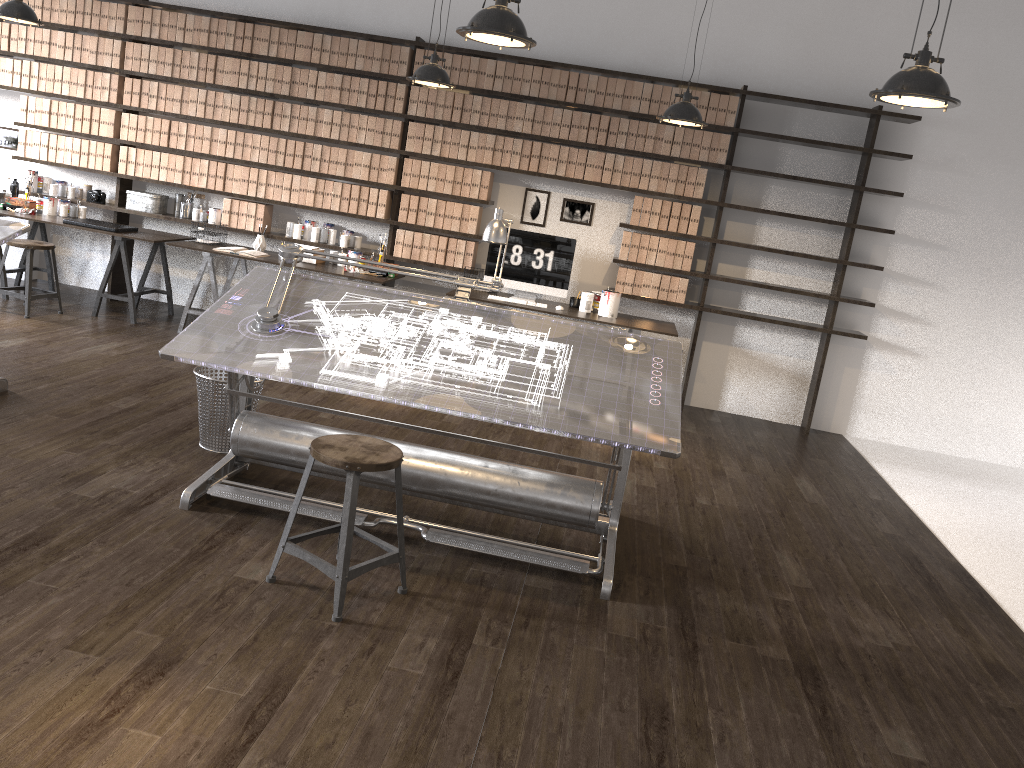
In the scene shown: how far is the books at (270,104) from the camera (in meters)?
6.86

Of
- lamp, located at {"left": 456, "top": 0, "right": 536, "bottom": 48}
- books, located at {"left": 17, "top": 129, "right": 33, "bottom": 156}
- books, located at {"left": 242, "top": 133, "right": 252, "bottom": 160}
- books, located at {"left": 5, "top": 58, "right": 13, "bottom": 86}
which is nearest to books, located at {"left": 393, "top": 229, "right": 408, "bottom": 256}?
books, located at {"left": 242, "top": 133, "right": 252, "bottom": 160}

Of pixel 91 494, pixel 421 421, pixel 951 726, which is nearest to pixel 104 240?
pixel 421 421

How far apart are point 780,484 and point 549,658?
2.9m

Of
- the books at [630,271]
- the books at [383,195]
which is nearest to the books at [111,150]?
the books at [383,195]

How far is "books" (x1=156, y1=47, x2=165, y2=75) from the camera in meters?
6.9

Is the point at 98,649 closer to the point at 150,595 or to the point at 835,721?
the point at 150,595

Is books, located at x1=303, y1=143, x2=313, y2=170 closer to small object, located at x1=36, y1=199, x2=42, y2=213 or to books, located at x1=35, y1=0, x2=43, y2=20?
small object, located at x1=36, y1=199, x2=42, y2=213

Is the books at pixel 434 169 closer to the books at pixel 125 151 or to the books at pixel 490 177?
the books at pixel 490 177

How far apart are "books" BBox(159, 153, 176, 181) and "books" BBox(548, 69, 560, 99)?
3.1m
